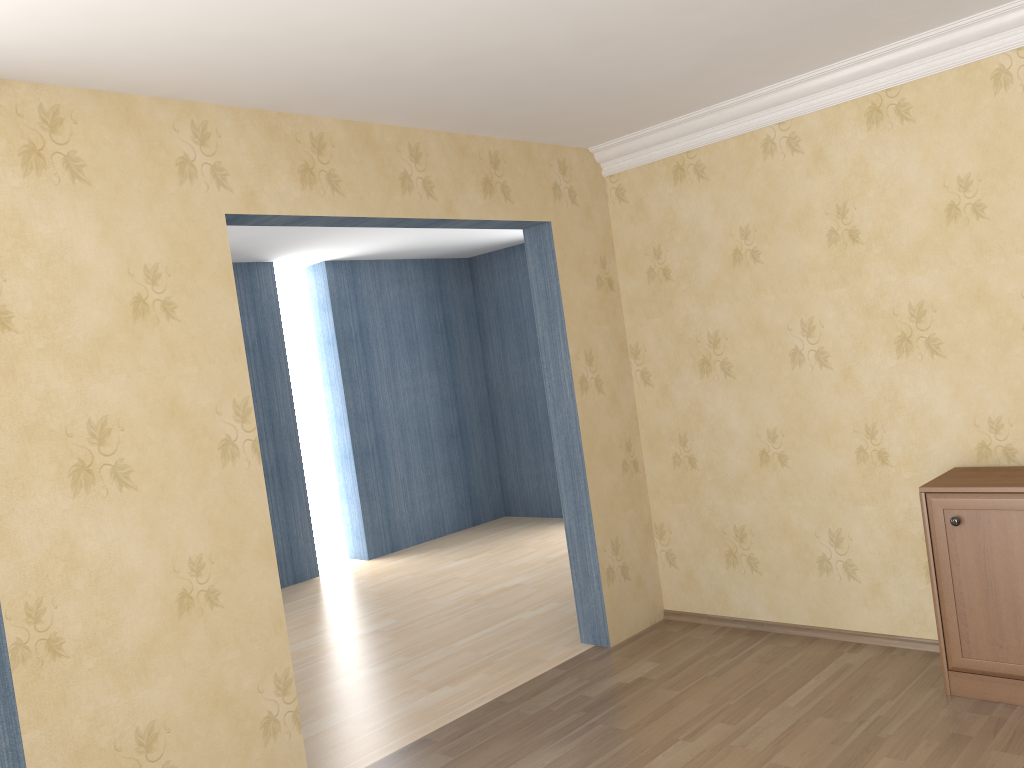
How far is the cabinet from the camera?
3.2m

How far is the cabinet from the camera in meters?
3.2 m

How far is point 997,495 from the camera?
3.25m
